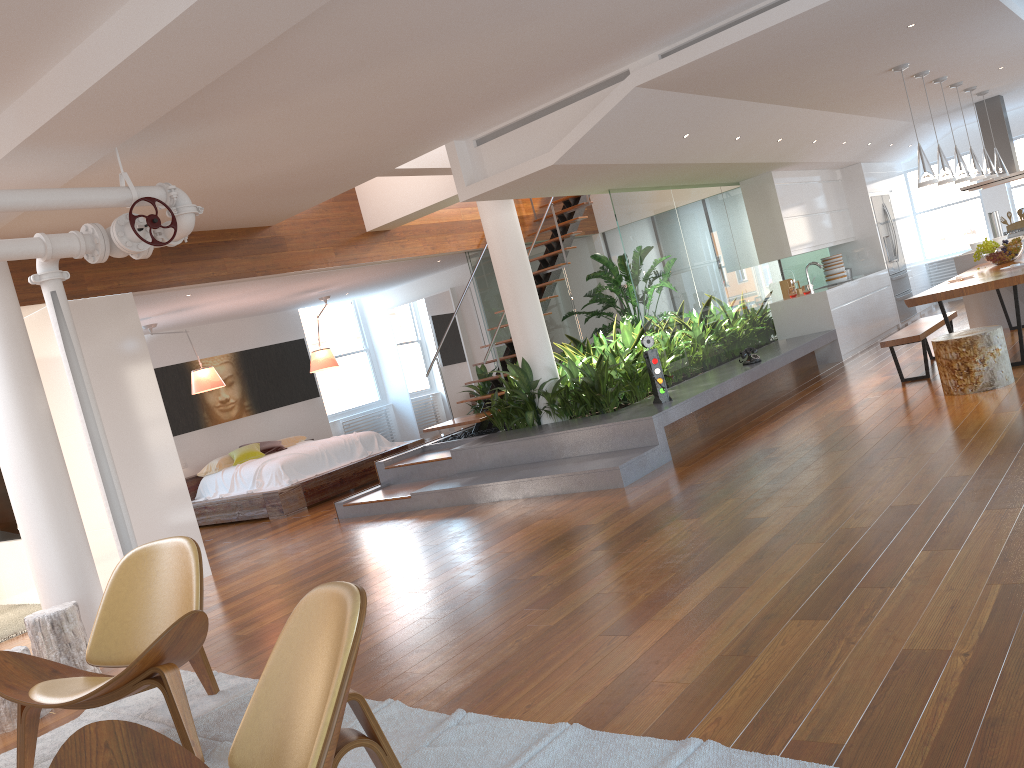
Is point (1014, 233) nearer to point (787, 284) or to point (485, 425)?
point (787, 284)

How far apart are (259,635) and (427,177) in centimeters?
479cm

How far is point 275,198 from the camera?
6.9m

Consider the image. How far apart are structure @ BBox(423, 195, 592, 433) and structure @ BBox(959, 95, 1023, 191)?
4.6 meters

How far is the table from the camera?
6.5m

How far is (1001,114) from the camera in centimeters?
1066cm

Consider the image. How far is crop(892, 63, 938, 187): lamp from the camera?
7.2 meters

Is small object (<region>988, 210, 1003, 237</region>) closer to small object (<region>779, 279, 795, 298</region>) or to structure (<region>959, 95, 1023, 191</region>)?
structure (<region>959, 95, 1023, 191</region>)

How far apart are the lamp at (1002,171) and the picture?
9.0m

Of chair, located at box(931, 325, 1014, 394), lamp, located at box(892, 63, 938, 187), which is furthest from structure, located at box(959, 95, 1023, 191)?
chair, located at box(931, 325, 1014, 394)
